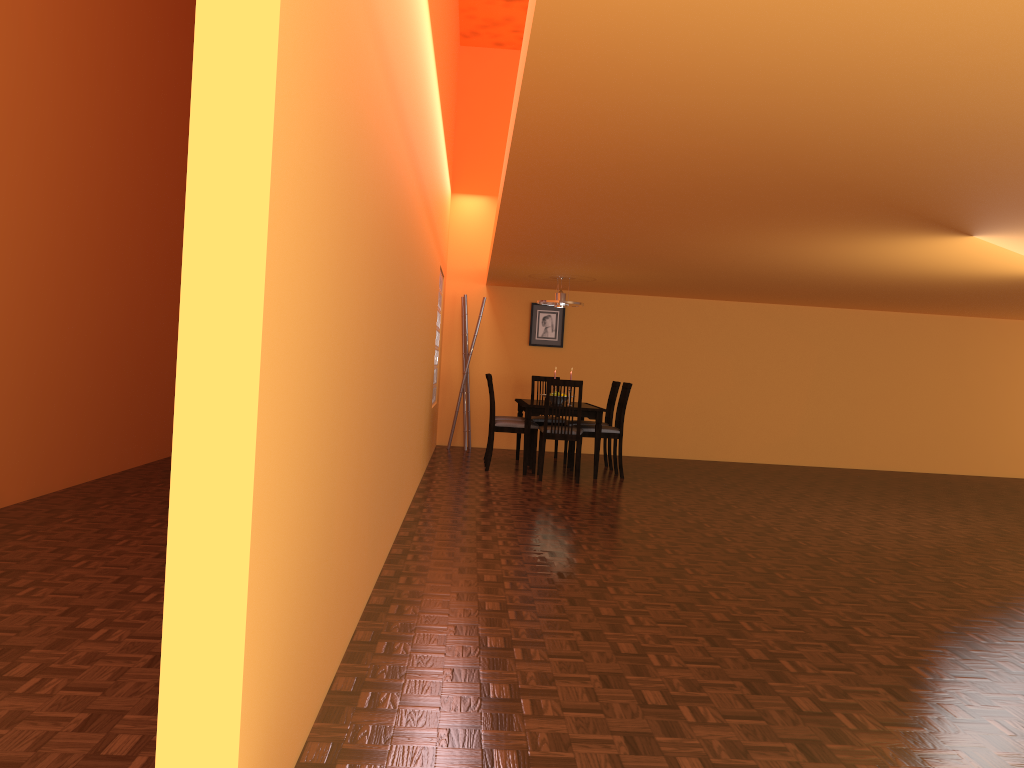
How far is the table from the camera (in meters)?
7.16

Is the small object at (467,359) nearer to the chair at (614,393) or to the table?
the table

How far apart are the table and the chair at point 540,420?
0.2 meters

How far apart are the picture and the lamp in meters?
1.3 m

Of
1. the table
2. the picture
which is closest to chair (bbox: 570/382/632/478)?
the table

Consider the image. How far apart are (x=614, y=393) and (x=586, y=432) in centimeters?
75cm

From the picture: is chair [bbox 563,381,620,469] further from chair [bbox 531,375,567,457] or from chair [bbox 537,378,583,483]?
chair [bbox 537,378,583,483]

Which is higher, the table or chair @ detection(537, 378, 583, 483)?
the table

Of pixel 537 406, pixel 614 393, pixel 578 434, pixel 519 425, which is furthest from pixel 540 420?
pixel 578 434

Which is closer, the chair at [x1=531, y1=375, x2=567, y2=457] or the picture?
the chair at [x1=531, y1=375, x2=567, y2=457]
